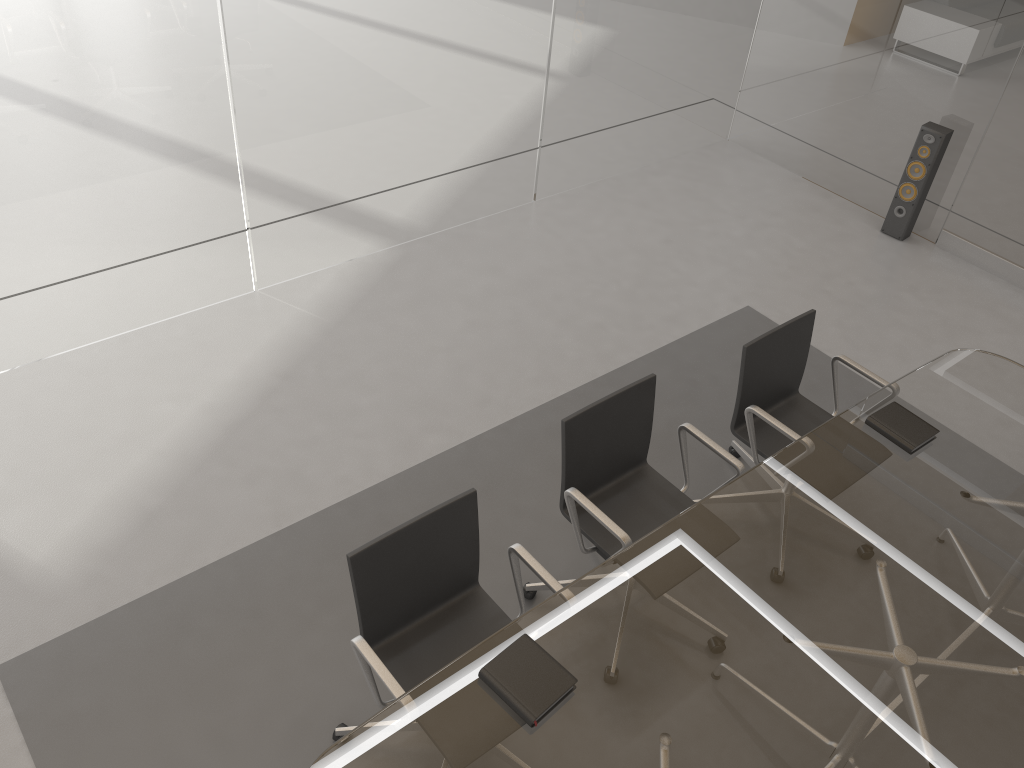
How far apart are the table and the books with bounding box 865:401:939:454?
0.0 meters

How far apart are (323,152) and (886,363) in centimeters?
304cm

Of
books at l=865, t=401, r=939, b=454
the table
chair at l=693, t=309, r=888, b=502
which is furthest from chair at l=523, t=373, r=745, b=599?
books at l=865, t=401, r=939, b=454

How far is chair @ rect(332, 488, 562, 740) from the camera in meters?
2.4 m

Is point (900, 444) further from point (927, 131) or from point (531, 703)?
point (927, 131)

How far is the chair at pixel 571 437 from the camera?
2.84m

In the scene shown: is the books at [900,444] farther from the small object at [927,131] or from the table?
the small object at [927,131]

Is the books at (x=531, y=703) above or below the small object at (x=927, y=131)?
above

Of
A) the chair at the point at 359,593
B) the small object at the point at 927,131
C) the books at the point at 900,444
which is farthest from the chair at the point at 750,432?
the small object at the point at 927,131

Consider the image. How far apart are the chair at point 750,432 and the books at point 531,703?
1.3m
